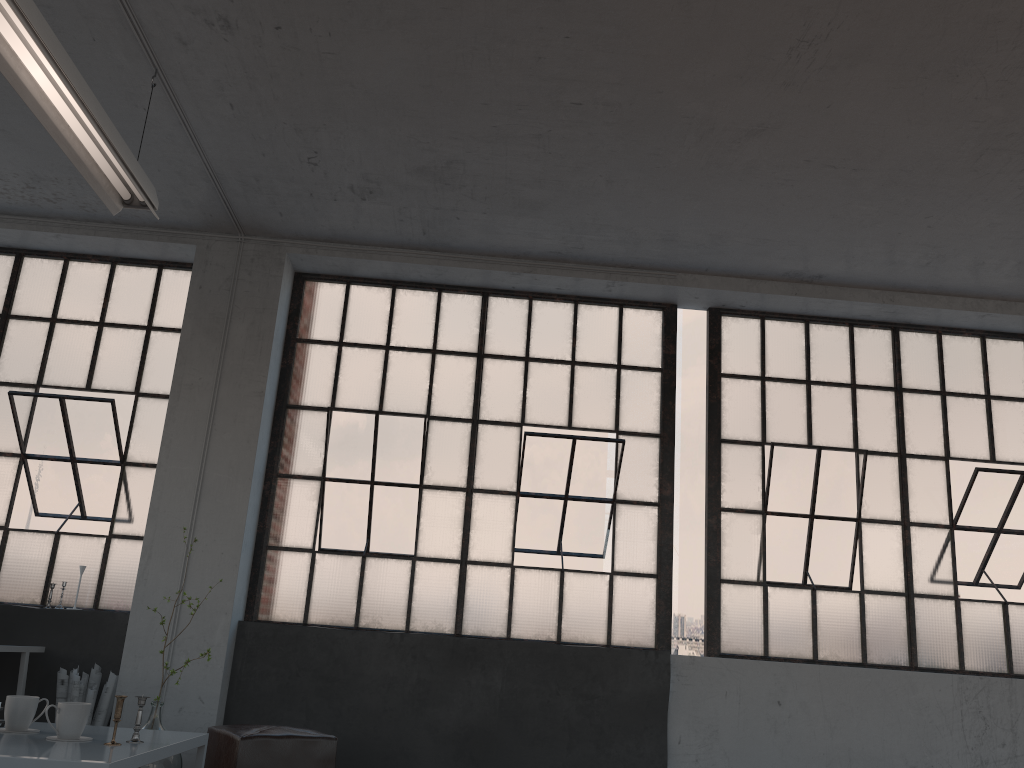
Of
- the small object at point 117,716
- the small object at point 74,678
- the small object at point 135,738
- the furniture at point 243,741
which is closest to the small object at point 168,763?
the furniture at point 243,741

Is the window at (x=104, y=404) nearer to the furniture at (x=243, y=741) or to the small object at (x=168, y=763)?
the small object at (x=168, y=763)

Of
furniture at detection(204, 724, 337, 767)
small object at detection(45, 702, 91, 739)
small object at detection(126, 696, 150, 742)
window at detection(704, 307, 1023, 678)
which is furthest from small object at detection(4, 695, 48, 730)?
window at detection(704, 307, 1023, 678)

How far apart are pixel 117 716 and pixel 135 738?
0.1 meters

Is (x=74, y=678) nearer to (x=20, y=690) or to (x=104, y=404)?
(x=20, y=690)

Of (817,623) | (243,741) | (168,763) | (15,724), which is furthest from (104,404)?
(817,623)

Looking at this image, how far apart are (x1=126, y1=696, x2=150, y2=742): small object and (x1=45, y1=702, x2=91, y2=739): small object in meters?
0.2 m

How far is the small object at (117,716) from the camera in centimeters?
280cm

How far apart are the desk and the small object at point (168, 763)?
1.0m

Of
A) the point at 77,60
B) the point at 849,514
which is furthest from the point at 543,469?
the point at 77,60
